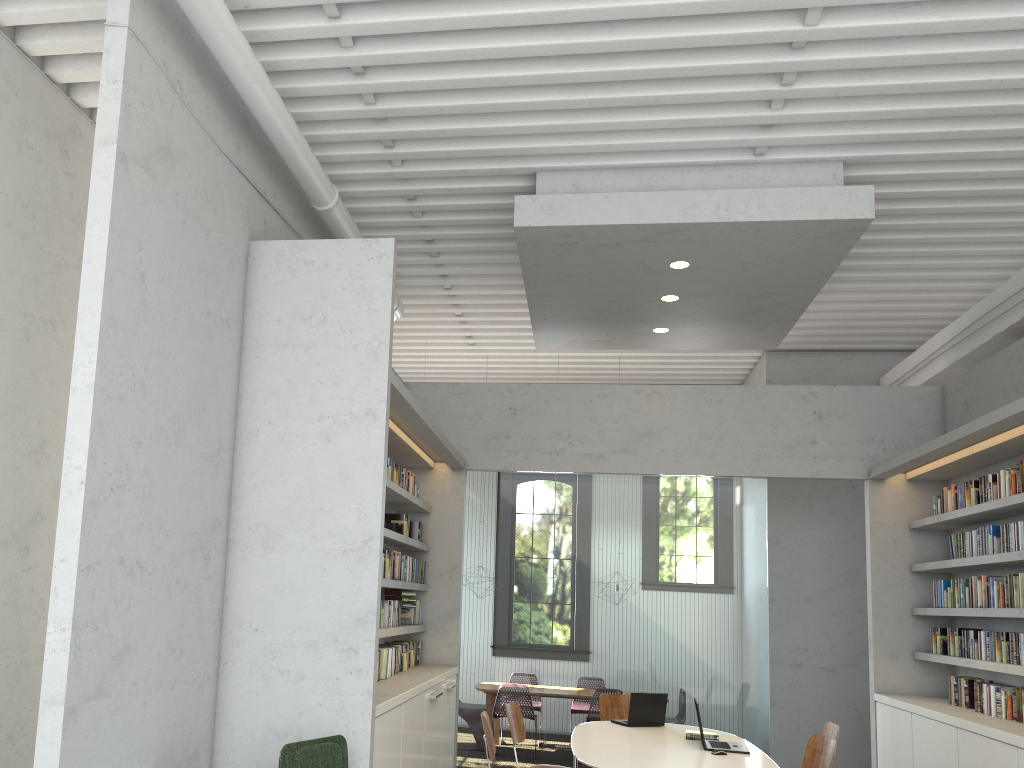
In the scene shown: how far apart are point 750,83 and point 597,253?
1.6m
